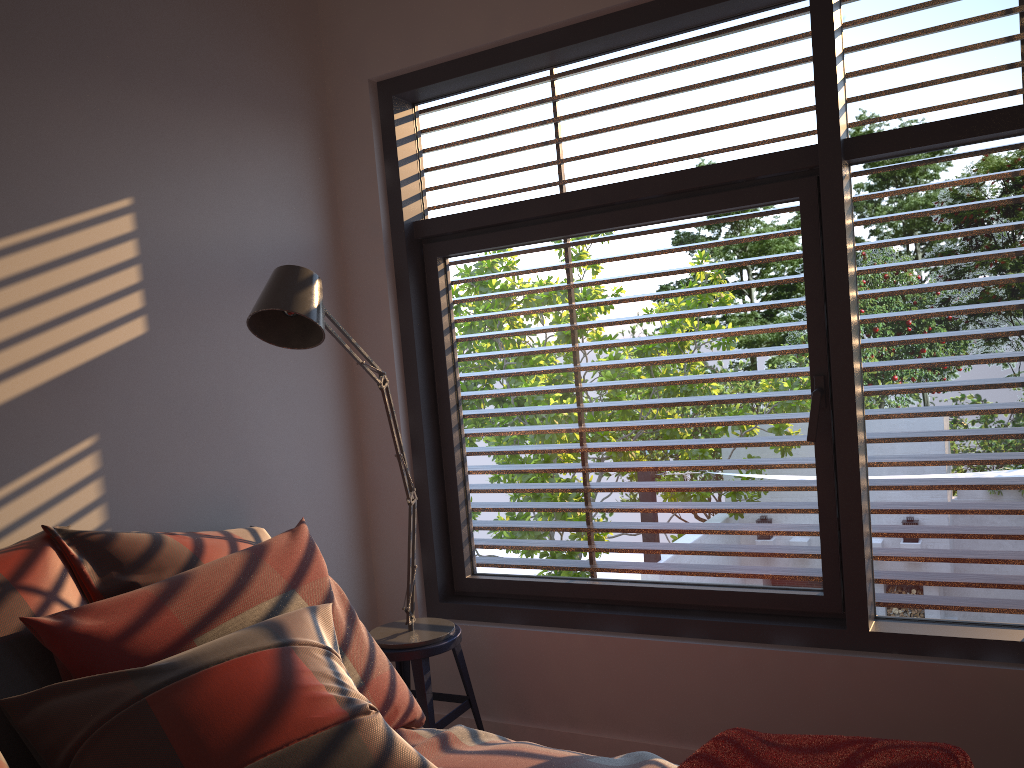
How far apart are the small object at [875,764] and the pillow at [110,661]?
0.7m

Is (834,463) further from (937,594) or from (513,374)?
(513,374)

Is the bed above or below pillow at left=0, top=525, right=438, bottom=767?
below

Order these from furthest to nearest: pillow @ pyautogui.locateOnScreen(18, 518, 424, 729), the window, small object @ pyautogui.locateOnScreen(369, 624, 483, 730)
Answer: small object @ pyautogui.locateOnScreen(369, 624, 483, 730) < the window < pillow @ pyautogui.locateOnScreen(18, 518, 424, 729)

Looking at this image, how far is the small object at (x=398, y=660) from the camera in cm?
263

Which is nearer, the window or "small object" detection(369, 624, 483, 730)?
the window

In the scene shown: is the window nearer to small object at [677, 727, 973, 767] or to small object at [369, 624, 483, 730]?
small object at [369, 624, 483, 730]

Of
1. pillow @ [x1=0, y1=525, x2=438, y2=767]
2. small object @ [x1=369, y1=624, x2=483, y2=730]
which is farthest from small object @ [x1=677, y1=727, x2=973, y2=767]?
small object @ [x1=369, y1=624, x2=483, y2=730]

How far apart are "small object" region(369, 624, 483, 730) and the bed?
0.59m

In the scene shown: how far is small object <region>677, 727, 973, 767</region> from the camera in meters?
1.4
